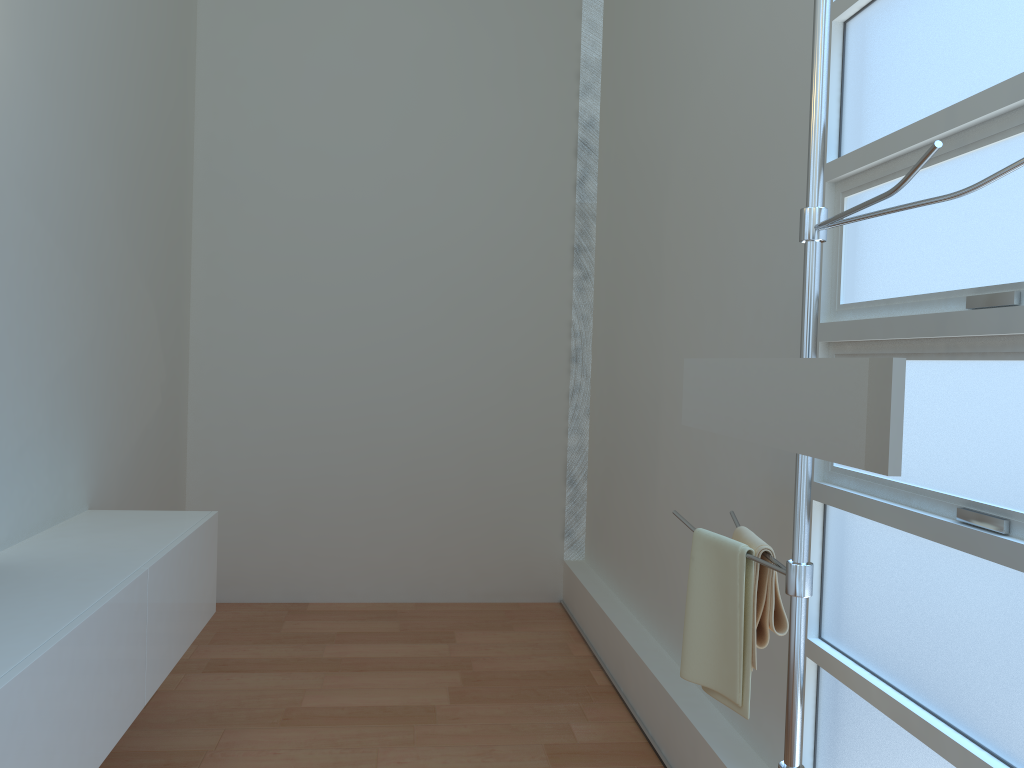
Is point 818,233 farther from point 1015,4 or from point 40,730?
point 40,730

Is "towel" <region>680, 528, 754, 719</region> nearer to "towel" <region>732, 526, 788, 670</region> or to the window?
"towel" <region>732, 526, 788, 670</region>

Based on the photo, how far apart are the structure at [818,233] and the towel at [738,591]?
0.0m

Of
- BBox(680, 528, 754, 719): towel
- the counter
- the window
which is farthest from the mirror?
the counter

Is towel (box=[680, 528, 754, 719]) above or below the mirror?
below

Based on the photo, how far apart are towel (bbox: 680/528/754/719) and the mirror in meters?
0.2 m

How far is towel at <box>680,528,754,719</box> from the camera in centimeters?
184cm

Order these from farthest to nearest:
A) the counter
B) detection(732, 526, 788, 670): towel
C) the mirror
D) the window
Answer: detection(732, 526, 788, 670): towel → the counter → the window → the mirror

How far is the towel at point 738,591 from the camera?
1.84m

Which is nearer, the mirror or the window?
the mirror
